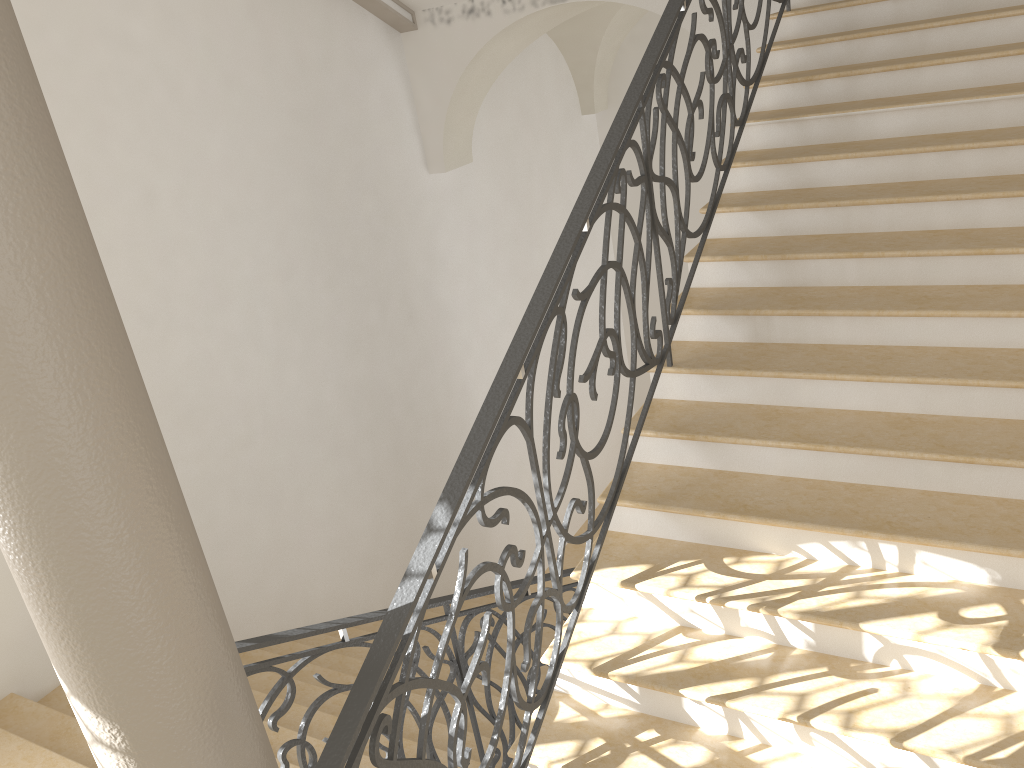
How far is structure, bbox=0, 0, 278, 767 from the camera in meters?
1.6

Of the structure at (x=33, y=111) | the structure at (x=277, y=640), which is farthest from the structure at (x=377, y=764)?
the structure at (x=277, y=640)

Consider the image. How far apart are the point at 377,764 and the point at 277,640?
0.8m

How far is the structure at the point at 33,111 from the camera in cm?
164

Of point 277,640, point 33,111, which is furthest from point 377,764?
point 33,111

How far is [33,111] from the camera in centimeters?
164cm

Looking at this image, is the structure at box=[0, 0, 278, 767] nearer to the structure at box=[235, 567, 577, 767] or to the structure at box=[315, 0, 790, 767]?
the structure at box=[315, 0, 790, 767]

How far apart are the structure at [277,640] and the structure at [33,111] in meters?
0.6

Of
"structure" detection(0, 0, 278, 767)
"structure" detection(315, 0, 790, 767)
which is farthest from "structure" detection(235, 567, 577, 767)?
"structure" detection(315, 0, 790, 767)

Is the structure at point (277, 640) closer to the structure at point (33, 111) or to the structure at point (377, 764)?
the structure at point (33, 111)
